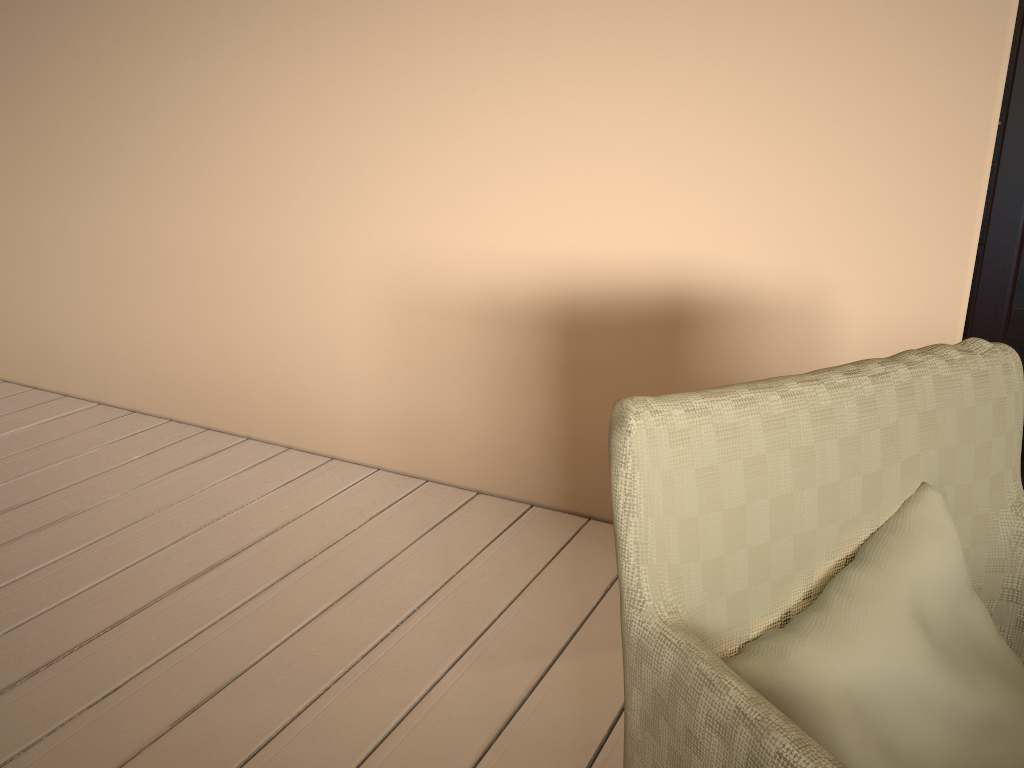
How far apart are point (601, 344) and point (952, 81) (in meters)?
0.88

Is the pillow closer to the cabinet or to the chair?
the chair

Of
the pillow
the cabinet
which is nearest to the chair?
the pillow

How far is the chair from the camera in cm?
69

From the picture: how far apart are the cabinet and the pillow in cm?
99

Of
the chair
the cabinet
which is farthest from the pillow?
the cabinet

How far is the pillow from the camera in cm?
75

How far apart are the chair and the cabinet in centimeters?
84cm

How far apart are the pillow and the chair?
0.01m

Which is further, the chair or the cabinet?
the cabinet
